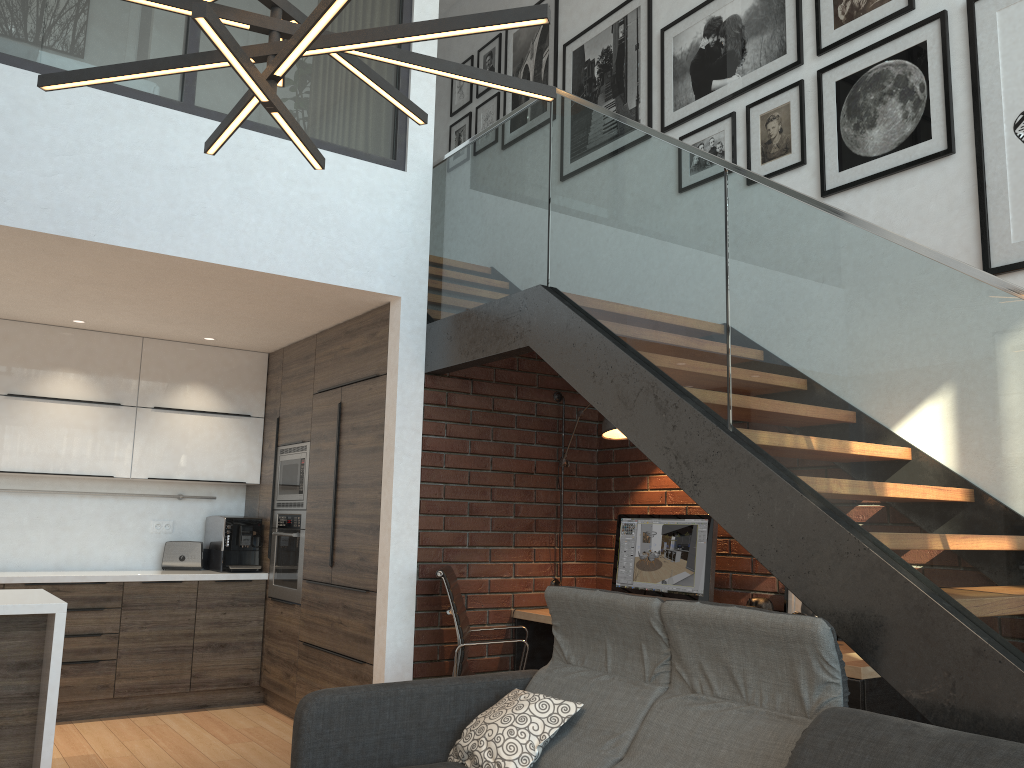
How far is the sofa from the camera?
2.2m

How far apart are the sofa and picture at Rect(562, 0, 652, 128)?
3.1m

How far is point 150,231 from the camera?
4.0m

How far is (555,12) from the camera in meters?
6.2 m

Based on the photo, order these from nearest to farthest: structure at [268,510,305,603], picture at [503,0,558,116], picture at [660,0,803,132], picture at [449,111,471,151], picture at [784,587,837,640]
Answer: picture at [784,587,837,640] < picture at [660,0,803,132] < structure at [268,510,305,603] < picture at [503,0,558,116] < picture at [449,111,471,151]

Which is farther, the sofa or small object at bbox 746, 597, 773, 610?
small object at bbox 746, 597, 773, 610

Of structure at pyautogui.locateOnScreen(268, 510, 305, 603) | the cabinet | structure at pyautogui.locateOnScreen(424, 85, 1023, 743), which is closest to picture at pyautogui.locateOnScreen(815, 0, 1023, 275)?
structure at pyautogui.locateOnScreen(424, 85, 1023, 743)

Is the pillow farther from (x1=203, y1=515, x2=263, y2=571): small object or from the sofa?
(x1=203, y1=515, x2=263, y2=571): small object

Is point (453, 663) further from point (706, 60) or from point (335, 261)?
point (706, 60)

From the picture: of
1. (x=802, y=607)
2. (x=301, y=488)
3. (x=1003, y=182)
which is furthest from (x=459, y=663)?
(x=1003, y=182)
